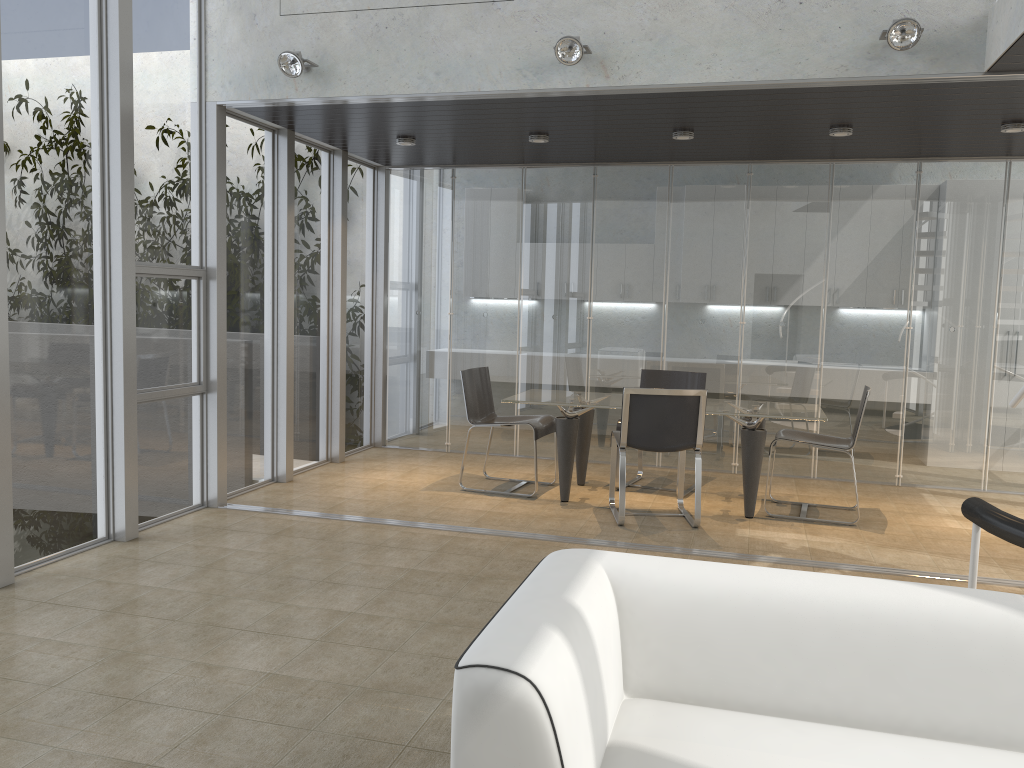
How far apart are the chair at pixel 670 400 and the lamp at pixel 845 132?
2.1m

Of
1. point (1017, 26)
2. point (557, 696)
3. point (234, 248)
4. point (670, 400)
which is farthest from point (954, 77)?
point (234, 248)

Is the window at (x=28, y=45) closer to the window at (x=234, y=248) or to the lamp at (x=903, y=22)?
the window at (x=234, y=248)

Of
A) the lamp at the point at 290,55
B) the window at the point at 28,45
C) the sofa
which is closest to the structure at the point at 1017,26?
the sofa

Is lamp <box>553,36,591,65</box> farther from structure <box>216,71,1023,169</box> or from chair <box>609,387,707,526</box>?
chair <box>609,387,707,526</box>

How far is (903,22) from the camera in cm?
447

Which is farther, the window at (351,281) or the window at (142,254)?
the window at (351,281)

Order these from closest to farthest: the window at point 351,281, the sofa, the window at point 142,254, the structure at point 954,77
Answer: the sofa < the structure at point 954,77 < the window at point 142,254 < the window at point 351,281

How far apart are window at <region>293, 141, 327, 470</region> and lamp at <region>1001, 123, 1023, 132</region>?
5.1 meters

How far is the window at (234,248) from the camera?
6.3m
